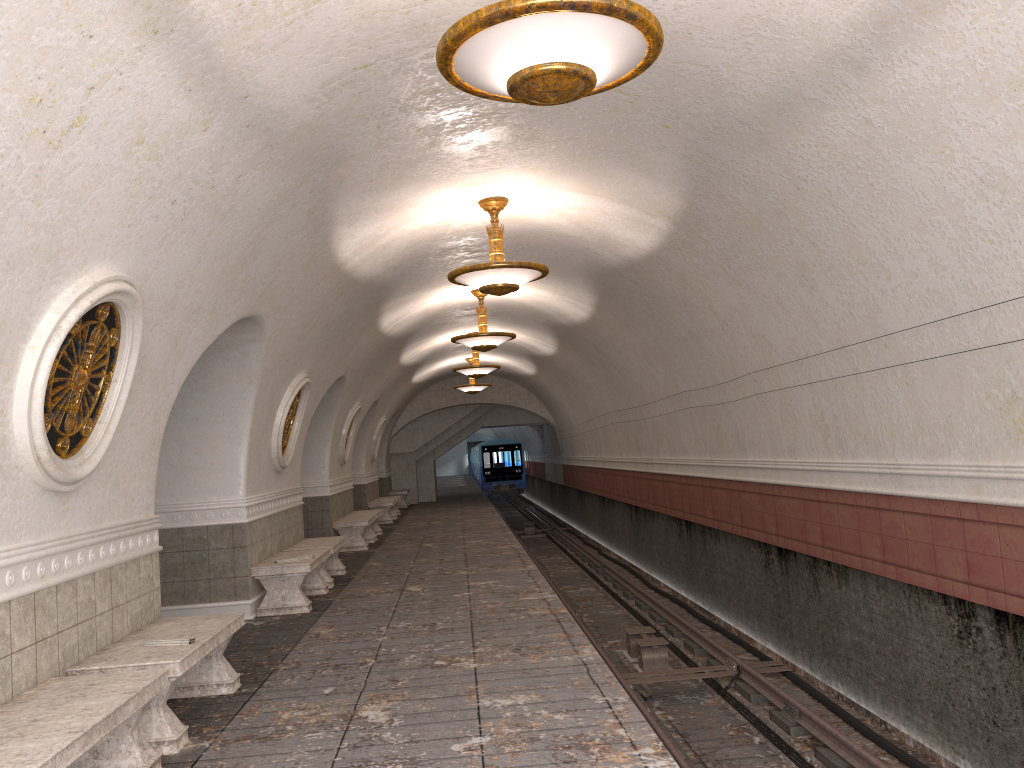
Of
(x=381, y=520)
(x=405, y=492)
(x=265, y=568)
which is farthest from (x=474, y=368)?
(x=405, y=492)

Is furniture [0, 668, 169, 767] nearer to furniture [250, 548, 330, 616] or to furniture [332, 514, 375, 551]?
furniture [250, 548, 330, 616]

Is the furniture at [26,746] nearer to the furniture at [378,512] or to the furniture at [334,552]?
the furniture at [334,552]

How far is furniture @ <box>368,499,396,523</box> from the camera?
21.0m

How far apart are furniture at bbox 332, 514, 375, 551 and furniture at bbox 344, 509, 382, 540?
0.5m

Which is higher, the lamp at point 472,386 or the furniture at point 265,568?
the lamp at point 472,386

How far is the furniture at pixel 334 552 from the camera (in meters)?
10.94

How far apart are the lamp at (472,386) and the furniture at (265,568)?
12.5 meters

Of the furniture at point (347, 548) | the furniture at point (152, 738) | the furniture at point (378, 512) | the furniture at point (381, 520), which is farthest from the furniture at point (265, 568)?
the furniture at point (381, 520)

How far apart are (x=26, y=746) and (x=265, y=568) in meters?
5.7
